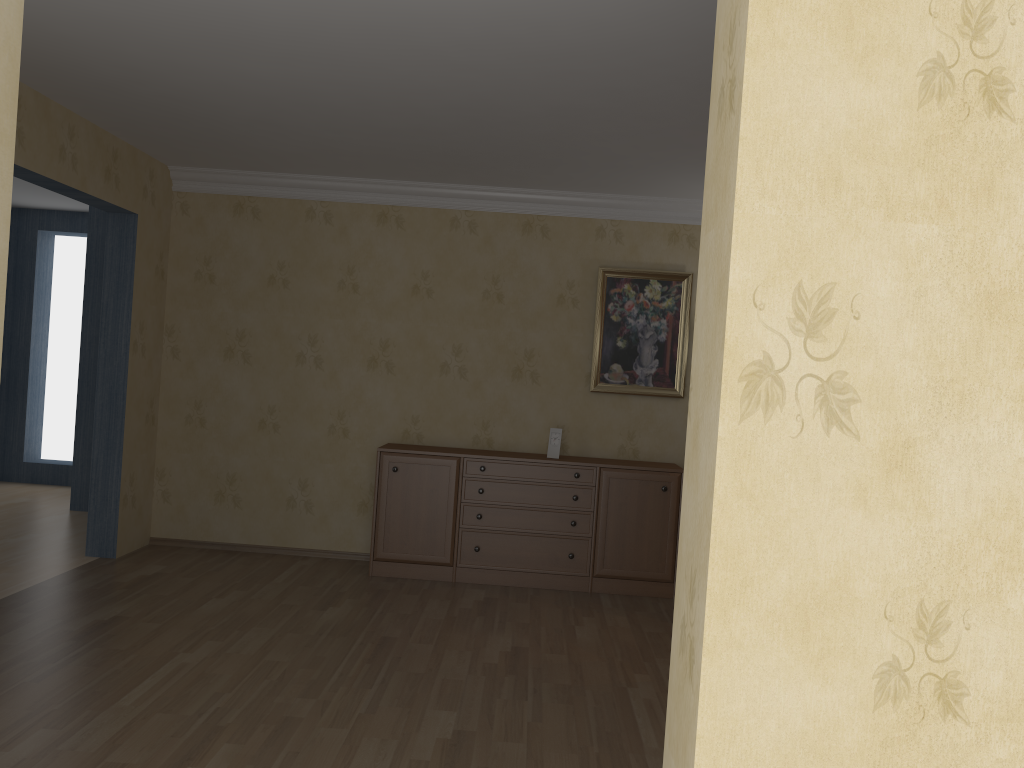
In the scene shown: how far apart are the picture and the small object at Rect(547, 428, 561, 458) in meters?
0.4 m

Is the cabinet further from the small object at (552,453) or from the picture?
the picture

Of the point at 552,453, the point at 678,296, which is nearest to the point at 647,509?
the point at 552,453

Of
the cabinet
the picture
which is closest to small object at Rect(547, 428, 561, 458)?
the cabinet

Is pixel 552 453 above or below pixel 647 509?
above

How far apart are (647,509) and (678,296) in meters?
1.5

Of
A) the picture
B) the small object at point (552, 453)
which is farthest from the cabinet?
the picture

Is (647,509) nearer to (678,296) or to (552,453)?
(552,453)

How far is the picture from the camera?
6.0m

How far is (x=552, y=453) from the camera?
5.8 meters
